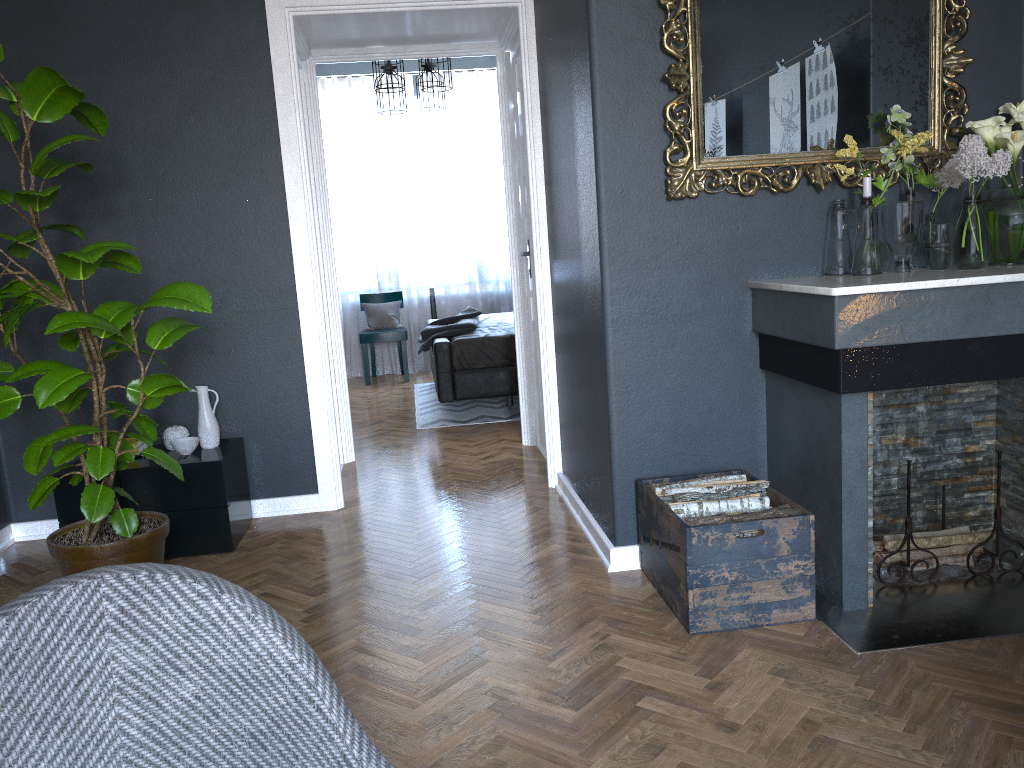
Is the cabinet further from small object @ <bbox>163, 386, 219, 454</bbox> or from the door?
the door

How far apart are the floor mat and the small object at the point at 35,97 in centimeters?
285cm

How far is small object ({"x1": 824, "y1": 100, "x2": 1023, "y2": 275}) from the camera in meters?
2.7

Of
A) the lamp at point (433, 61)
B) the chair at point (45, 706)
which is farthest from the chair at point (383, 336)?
the chair at point (45, 706)

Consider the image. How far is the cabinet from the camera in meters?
3.5

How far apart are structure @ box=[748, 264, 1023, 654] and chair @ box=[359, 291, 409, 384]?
5.3 meters

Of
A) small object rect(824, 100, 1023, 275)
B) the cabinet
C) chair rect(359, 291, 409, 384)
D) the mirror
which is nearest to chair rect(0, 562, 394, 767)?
the mirror

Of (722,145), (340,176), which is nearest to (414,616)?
(722,145)

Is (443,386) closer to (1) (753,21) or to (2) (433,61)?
(2) (433,61)

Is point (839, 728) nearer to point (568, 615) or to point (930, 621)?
point (930, 621)
